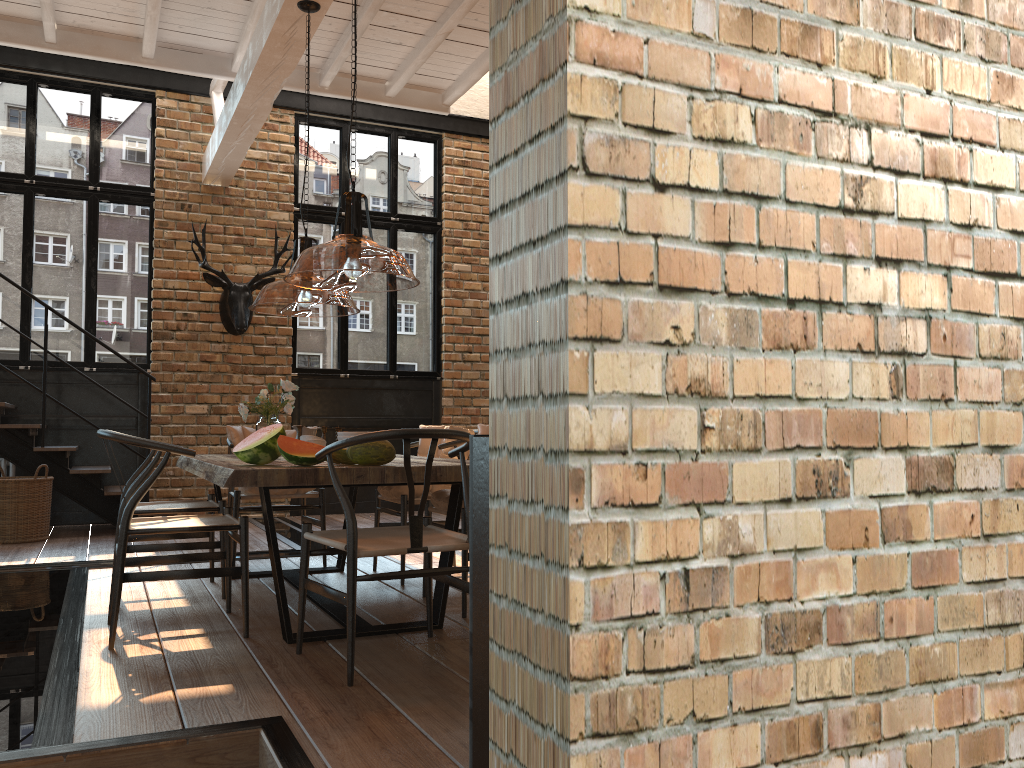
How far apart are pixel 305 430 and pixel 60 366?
4.5 meters

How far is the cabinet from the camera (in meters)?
1.66

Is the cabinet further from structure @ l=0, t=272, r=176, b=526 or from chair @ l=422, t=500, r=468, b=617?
structure @ l=0, t=272, r=176, b=526

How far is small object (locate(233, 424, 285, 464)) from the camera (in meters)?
3.62

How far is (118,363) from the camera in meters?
8.3

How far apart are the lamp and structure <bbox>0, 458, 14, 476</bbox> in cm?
254

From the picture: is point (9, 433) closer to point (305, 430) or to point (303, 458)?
point (305, 430)

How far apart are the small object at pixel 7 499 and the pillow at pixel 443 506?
4.04m

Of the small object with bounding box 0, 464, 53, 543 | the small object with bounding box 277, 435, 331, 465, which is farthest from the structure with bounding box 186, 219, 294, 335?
the small object with bounding box 277, 435, 331, 465

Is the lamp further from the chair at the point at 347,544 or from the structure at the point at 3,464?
the structure at the point at 3,464
